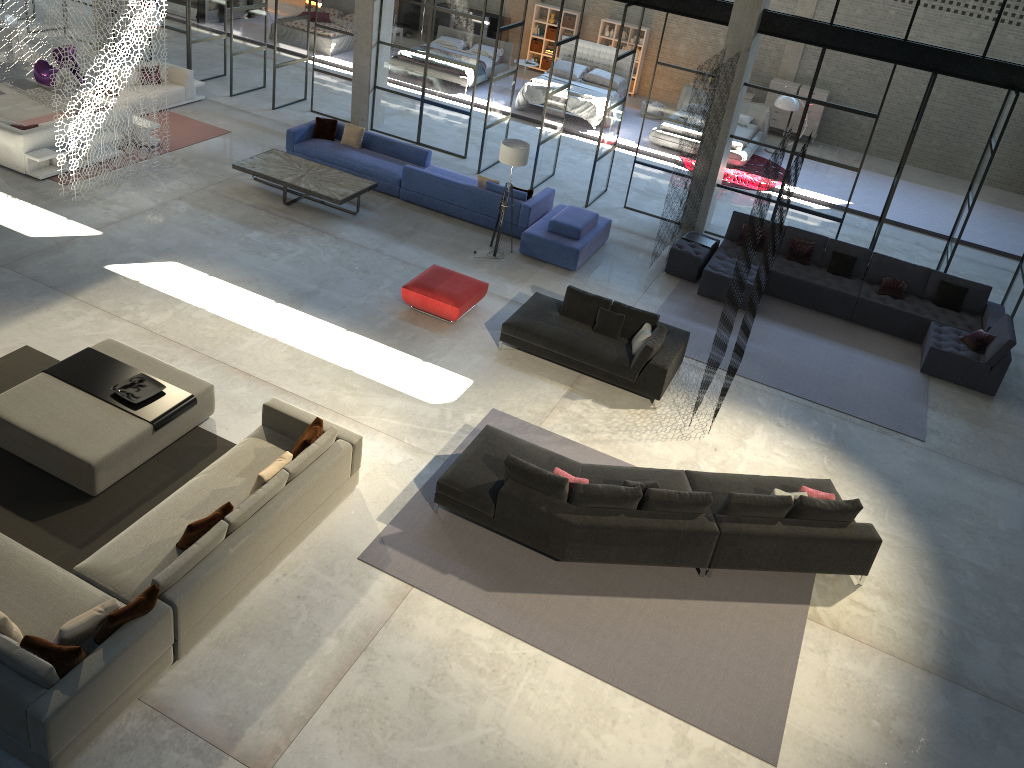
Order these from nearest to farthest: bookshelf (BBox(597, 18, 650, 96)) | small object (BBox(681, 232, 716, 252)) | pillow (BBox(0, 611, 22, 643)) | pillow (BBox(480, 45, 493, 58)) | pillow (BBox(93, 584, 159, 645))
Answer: pillow (BBox(0, 611, 22, 643)) → pillow (BBox(93, 584, 159, 645)) → small object (BBox(681, 232, 716, 252)) → pillow (BBox(480, 45, 493, 58)) → bookshelf (BBox(597, 18, 650, 96))

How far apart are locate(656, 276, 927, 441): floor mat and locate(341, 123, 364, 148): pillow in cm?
602

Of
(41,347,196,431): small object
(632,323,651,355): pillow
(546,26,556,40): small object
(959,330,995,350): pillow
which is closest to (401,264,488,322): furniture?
(632,323,651,355): pillow

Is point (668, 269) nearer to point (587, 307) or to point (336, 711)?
point (587, 307)

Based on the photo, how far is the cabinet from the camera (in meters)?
22.67

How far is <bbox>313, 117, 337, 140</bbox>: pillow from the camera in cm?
1506

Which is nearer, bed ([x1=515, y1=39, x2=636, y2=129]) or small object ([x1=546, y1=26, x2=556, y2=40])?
bed ([x1=515, y1=39, x2=636, y2=129])

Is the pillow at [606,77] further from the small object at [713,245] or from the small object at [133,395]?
the small object at [133,395]

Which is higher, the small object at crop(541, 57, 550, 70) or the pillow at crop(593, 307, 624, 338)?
the pillow at crop(593, 307, 624, 338)

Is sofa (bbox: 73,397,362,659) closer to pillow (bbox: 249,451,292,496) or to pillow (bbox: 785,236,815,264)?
pillow (bbox: 249,451,292,496)
